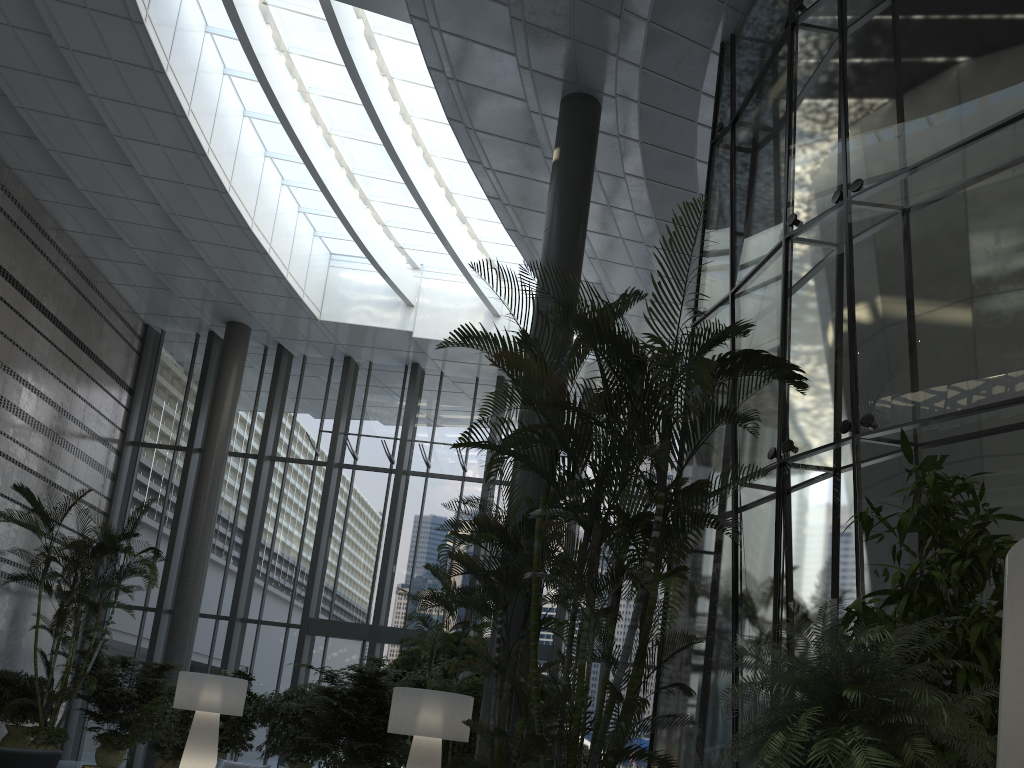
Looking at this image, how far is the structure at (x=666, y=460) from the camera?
4.9 meters

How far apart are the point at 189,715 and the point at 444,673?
3.6m

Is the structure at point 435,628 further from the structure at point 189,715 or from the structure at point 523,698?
the structure at point 189,715

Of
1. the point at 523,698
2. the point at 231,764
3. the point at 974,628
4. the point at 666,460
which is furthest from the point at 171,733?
the point at 974,628

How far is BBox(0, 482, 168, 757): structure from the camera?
12.0m

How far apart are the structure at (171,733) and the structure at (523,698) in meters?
7.1

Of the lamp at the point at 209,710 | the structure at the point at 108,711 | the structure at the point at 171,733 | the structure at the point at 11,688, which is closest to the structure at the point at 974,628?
the lamp at the point at 209,710

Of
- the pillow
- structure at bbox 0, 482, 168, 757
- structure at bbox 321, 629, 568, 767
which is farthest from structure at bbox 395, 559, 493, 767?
structure at bbox 0, 482, 168, 757

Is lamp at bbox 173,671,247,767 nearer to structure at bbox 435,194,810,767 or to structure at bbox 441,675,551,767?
structure at bbox 441,675,551,767

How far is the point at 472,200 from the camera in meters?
15.7 m
